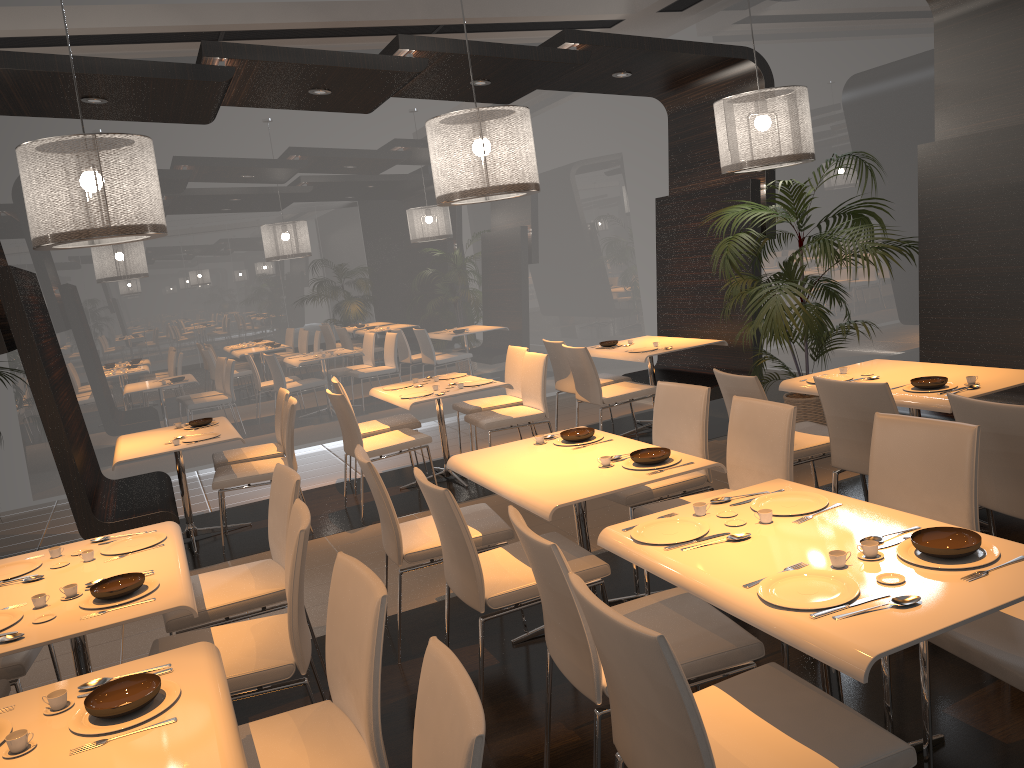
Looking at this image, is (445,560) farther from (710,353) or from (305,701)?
(710,353)

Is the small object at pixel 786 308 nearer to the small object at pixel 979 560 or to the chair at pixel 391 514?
the chair at pixel 391 514

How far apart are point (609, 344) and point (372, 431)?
2.2m

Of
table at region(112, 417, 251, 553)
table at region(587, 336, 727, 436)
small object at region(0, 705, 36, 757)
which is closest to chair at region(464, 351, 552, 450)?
table at region(587, 336, 727, 436)

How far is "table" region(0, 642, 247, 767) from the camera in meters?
1.9 m

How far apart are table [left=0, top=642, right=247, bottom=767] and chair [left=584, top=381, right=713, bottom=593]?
2.18m

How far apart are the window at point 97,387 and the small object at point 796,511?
6.35m

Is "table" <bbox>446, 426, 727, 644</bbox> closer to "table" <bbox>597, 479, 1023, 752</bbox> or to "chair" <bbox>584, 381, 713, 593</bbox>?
"chair" <bbox>584, 381, 713, 593</bbox>

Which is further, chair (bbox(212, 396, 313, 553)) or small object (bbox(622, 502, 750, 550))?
chair (bbox(212, 396, 313, 553))

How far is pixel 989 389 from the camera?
4.1 meters
